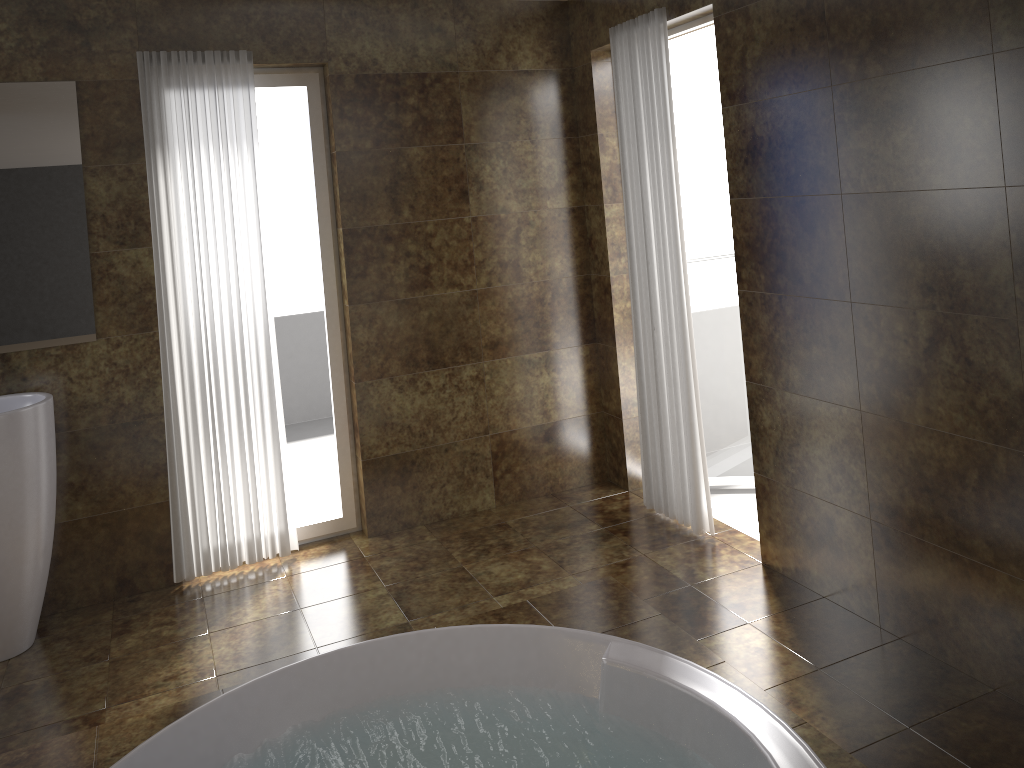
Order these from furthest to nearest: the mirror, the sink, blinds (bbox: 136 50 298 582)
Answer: blinds (bbox: 136 50 298 582) → the mirror → the sink

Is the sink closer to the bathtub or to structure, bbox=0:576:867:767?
structure, bbox=0:576:867:767

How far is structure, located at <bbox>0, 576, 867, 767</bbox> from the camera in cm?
248

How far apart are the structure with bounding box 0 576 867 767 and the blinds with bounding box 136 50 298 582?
1.2 meters

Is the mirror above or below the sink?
above

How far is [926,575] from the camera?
2.80m

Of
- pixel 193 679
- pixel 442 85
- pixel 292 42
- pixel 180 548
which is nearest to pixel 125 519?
pixel 180 548

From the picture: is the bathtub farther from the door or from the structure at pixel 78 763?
the door

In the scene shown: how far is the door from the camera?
4.11m

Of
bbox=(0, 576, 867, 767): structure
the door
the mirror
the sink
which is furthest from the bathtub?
the door
